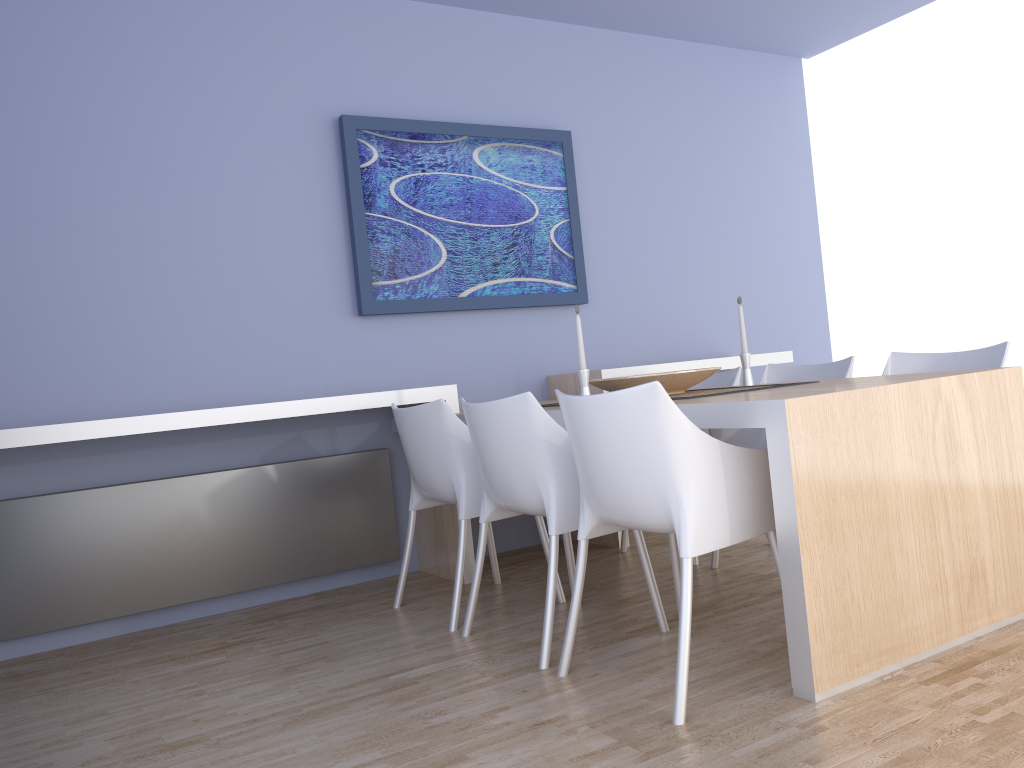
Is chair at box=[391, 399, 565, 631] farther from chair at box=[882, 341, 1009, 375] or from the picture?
chair at box=[882, 341, 1009, 375]

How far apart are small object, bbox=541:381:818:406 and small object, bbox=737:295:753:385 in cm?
28

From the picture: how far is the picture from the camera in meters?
4.0 m

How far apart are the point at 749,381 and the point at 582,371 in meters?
0.8

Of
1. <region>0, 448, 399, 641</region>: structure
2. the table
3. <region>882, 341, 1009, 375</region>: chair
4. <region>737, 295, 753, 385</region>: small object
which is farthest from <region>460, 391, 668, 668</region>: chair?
<region>882, 341, 1009, 375</region>: chair

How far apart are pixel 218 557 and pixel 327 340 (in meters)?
1.04

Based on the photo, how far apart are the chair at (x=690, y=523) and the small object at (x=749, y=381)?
1.0 meters

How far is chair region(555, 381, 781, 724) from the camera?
2.1 meters

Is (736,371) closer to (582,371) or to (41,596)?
(582,371)

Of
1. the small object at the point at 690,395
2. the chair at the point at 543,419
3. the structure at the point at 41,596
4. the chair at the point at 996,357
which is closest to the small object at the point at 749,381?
the small object at the point at 690,395
